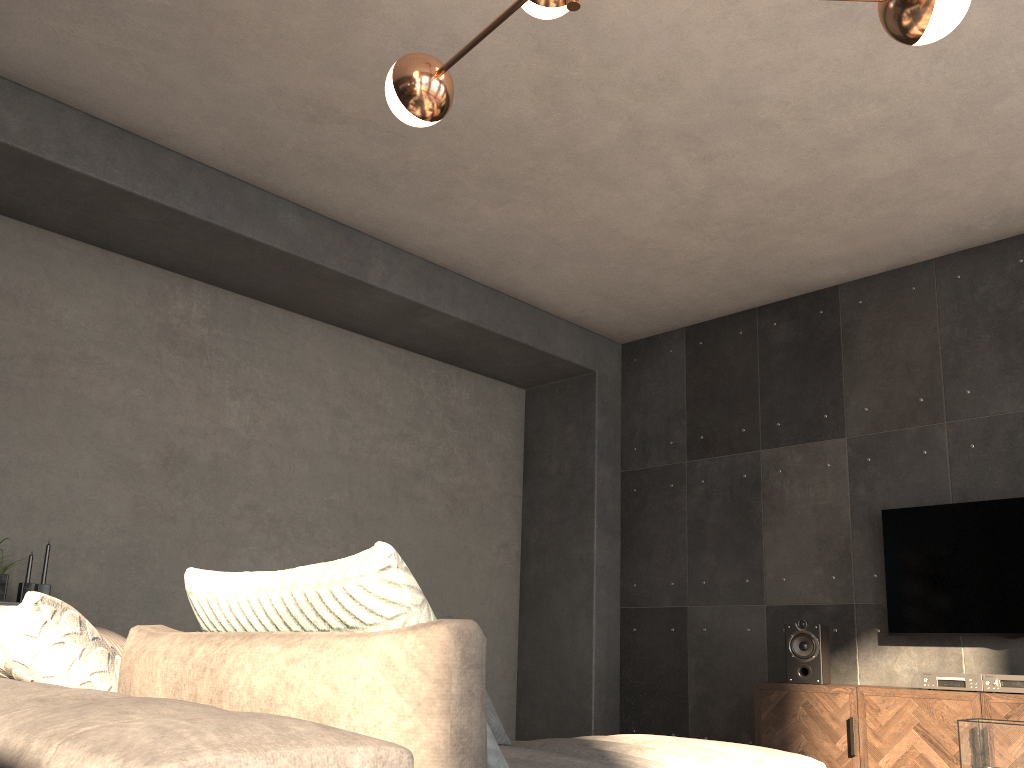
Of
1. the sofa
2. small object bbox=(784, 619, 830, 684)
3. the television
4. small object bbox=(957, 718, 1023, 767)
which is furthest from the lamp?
small object bbox=(784, 619, 830, 684)

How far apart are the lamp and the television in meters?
3.4 m

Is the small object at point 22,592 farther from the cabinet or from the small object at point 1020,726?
the small object at point 1020,726

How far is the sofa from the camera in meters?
0.7 m

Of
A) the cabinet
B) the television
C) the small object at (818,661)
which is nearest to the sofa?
the cabinet

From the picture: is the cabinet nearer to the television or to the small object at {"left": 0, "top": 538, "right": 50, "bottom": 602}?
the television

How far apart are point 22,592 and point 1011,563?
4.9m

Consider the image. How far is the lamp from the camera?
2.0 meters

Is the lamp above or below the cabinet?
above

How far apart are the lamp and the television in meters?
3.4
